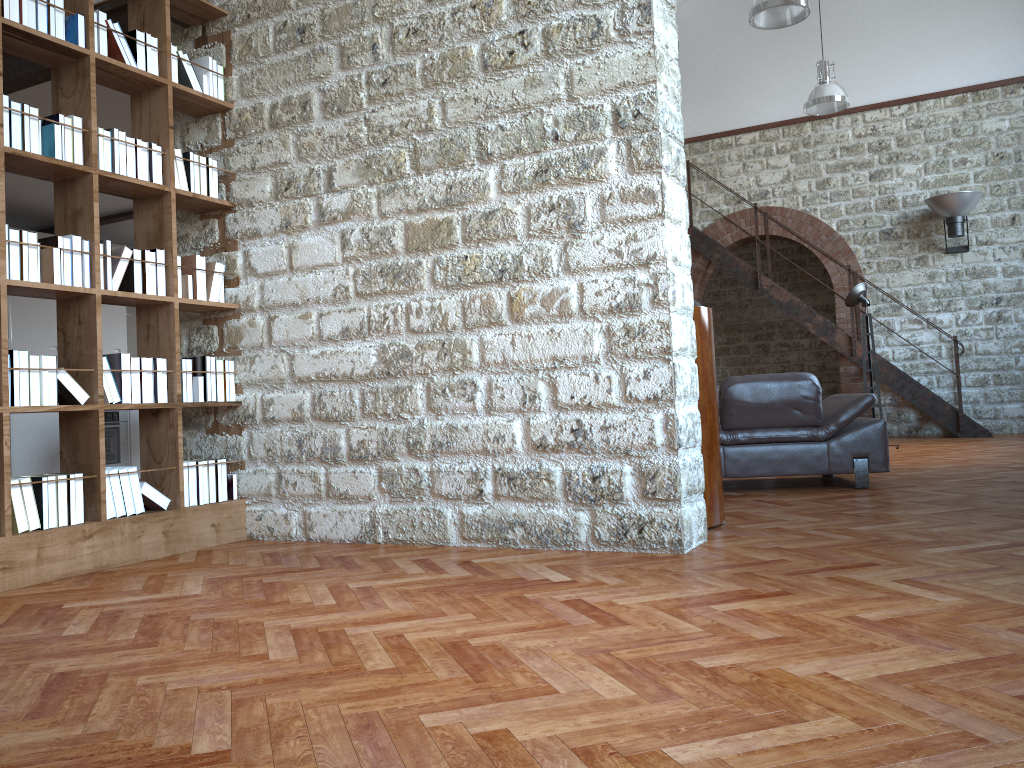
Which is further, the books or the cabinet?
the cabinet

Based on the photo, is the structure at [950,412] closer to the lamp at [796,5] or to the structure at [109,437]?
the lamp at [796,5]

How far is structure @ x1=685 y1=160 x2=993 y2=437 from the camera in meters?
10.5

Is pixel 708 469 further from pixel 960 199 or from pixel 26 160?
pixel 960 199

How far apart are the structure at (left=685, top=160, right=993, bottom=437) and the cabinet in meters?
7.2 m

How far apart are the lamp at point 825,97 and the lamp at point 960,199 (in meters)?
1.55

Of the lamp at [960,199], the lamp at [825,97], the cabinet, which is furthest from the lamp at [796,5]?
the cabinet

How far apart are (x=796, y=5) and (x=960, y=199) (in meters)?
4.09

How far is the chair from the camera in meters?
5.6 m

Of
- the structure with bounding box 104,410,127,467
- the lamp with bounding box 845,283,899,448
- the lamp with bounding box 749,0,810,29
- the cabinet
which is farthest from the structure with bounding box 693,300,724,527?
the structure with bounding box 104,410,127,467
